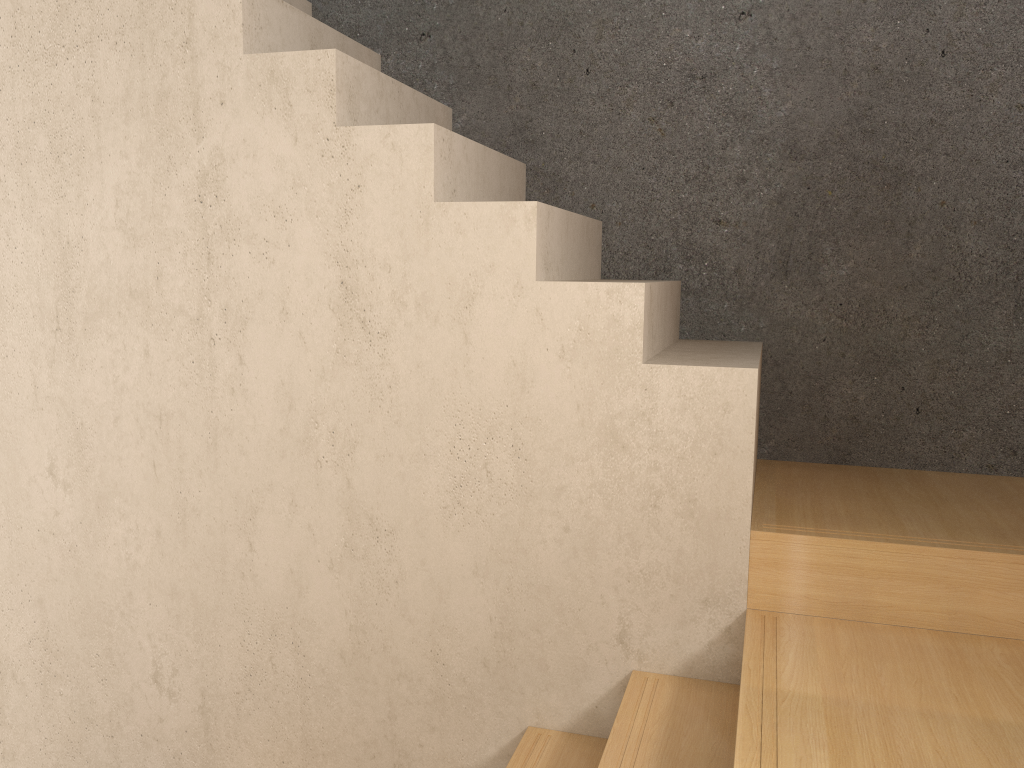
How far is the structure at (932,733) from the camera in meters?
1.5

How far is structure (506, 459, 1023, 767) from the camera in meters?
1.5

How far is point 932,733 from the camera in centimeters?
145cm
